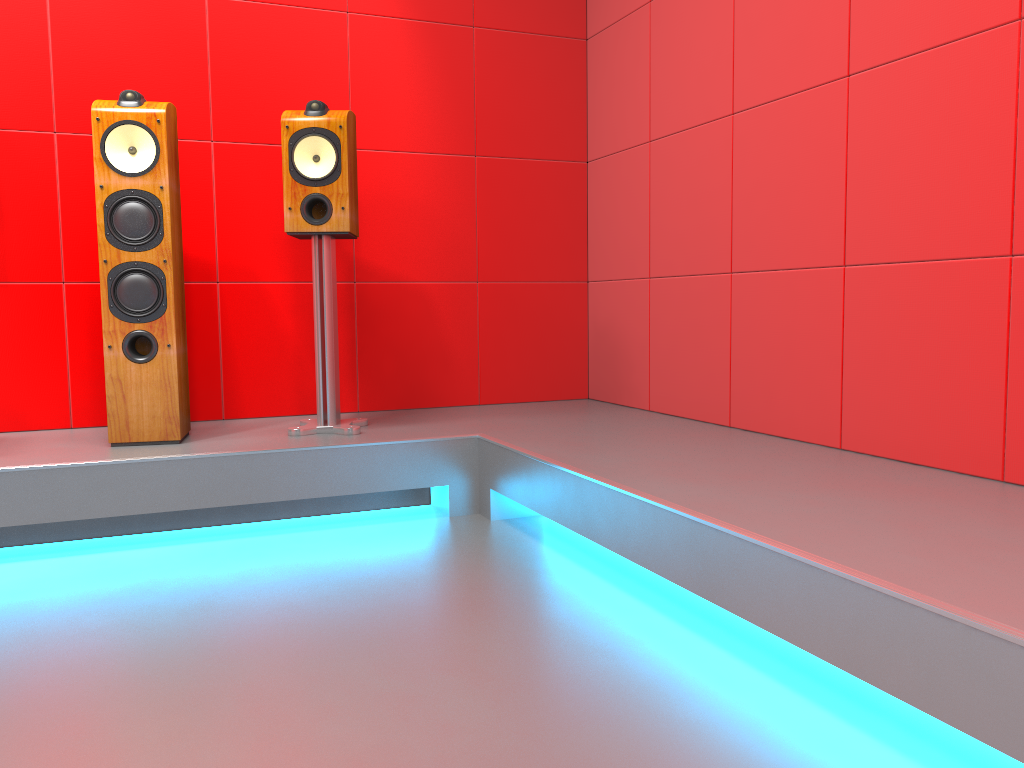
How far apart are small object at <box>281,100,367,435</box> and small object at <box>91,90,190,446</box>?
0.3 meters

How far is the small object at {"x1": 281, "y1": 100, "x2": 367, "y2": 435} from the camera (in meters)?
2.76

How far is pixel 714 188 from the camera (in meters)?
2.91

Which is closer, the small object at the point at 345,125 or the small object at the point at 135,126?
the small object at the point at 135,126

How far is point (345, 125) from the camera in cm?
276

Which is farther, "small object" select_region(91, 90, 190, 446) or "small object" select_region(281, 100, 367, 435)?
"small object" select_region(281, 100, 367, 435)

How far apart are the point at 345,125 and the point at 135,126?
0.6m

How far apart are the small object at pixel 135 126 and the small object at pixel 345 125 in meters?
0.3 m

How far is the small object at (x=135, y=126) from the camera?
2.6m
